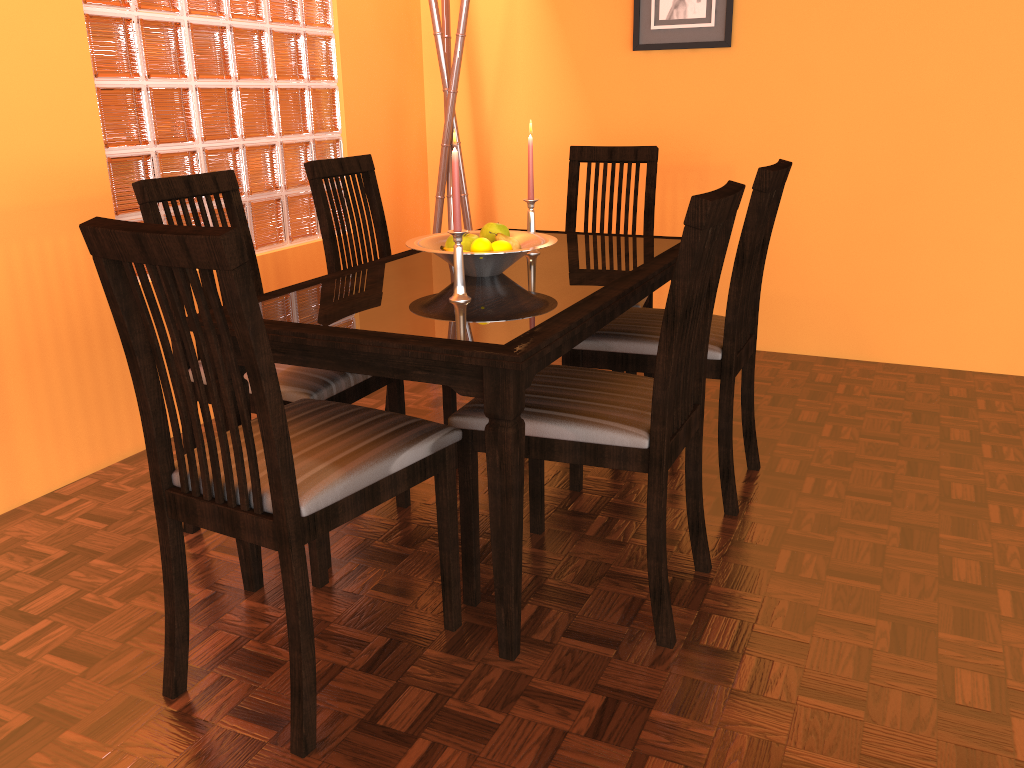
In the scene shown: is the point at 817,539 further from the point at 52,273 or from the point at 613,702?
the point at 52,273

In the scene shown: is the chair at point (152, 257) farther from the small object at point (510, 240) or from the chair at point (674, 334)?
the small object at point (510, 240)

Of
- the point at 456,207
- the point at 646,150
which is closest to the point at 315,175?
the point at 456,207

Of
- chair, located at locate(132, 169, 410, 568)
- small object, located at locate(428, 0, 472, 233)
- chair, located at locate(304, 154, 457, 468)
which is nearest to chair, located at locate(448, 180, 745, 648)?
chair, located at locate(132, 169, 410, 568)

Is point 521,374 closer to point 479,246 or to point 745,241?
point 479,246

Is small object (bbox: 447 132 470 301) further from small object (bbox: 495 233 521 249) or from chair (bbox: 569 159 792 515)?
chair (bbox: 569 159 792 515)

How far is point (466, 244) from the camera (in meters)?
1.92

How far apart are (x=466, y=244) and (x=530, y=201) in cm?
33

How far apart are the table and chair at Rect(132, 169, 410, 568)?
0.2 meters

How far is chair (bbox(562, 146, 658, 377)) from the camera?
Answer: 2.74m
